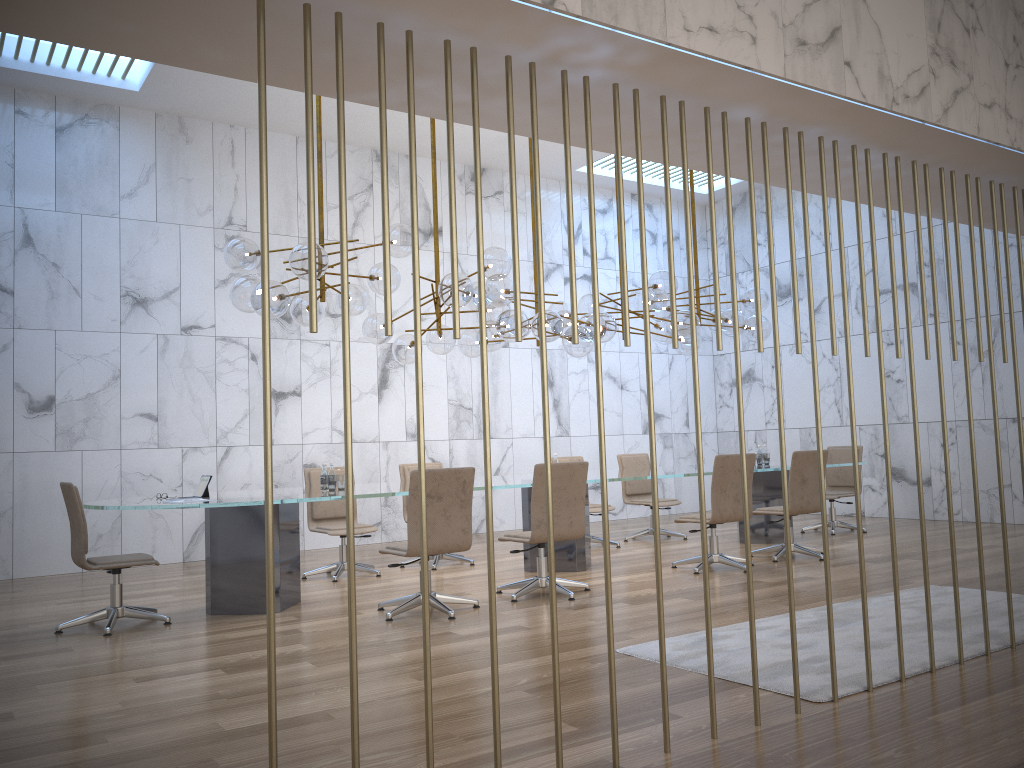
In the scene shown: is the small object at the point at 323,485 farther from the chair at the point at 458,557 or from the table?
the chair at the point at 458,557

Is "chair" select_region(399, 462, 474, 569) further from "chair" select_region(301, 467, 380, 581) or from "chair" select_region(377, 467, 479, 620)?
"chair" select_region(377, 467, 479, 620)

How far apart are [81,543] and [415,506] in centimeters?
218cm

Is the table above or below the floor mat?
above

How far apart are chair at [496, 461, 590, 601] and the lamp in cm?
130

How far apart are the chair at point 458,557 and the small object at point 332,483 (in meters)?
1.81

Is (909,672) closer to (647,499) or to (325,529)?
(325,529)

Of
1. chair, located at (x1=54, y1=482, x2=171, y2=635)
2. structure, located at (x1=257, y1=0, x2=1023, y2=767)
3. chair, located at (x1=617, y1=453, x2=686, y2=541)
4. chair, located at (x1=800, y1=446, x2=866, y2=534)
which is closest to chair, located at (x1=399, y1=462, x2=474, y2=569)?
chair, located at (x1=617, y1=453, x2=686, y2=541)

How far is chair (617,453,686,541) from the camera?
10.3 meters

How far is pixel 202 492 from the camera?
6.4m
